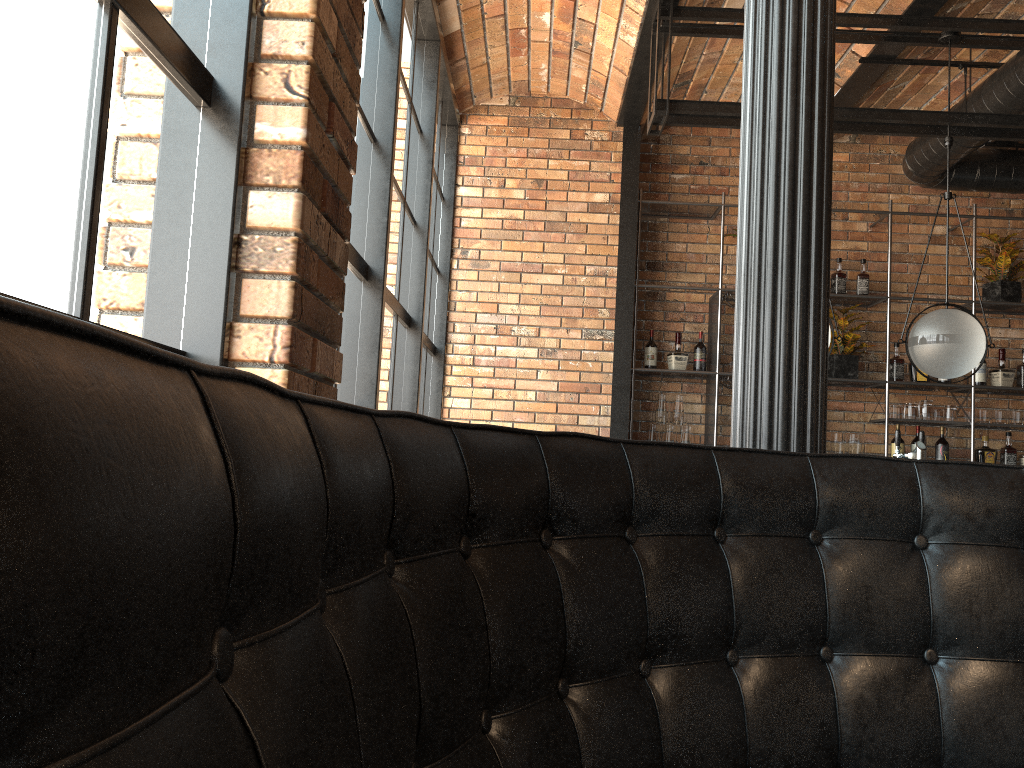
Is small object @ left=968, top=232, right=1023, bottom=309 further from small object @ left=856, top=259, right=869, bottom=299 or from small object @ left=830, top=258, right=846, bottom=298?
small object @ left=830, top=258, right=846, bottom=298

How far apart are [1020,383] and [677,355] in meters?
2.3 m

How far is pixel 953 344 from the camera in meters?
4.1

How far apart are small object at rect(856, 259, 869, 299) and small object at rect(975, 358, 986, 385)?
0.94m

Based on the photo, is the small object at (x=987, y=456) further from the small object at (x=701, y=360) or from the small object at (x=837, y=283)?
the small object at (x=701, y=360)

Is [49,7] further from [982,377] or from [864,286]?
[982,377]

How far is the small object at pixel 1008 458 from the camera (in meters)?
5.96

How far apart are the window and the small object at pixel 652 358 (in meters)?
1.42

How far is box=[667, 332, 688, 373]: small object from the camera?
6.0 meters

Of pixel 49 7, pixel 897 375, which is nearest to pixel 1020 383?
pixel 897 375
